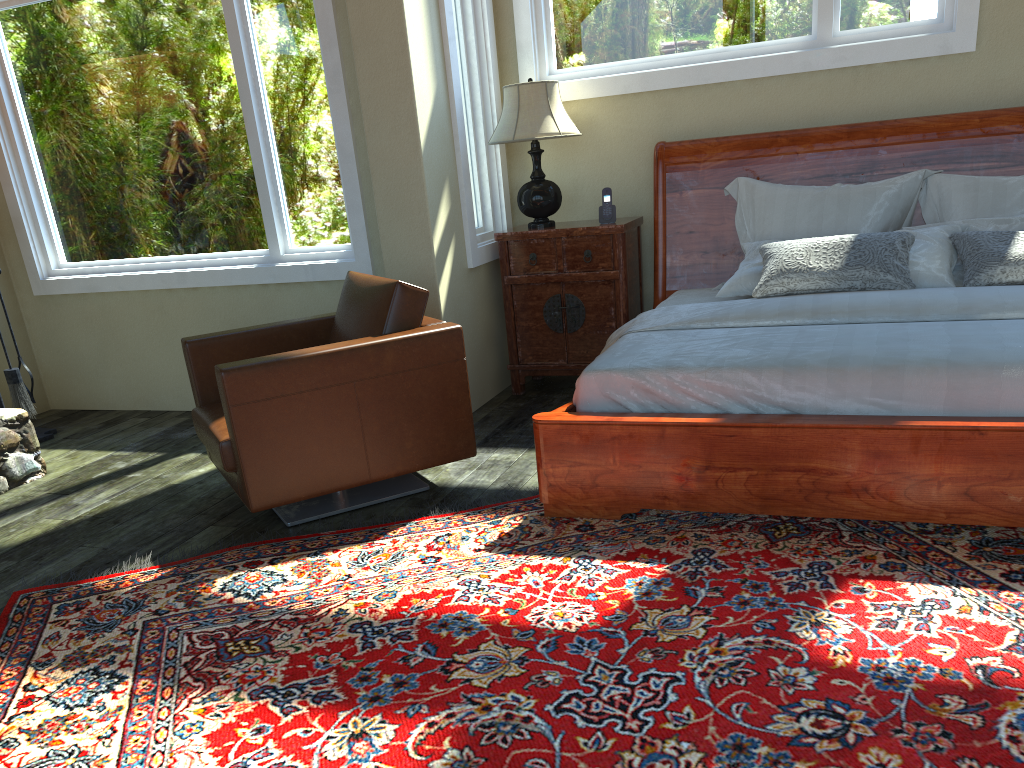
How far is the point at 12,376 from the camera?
5.0 meters

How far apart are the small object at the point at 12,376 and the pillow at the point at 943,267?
3.9 meters

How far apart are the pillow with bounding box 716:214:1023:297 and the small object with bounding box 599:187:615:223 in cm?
74

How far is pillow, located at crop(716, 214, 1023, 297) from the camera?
3.8 meters

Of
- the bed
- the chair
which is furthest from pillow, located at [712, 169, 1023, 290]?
the chair

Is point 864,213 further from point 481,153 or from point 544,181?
point 481,153

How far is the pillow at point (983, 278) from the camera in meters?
3.7 m

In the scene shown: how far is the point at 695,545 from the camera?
3.0 meters

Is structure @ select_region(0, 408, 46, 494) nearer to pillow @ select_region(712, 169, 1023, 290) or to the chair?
the chair

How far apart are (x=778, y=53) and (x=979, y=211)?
1.3m
